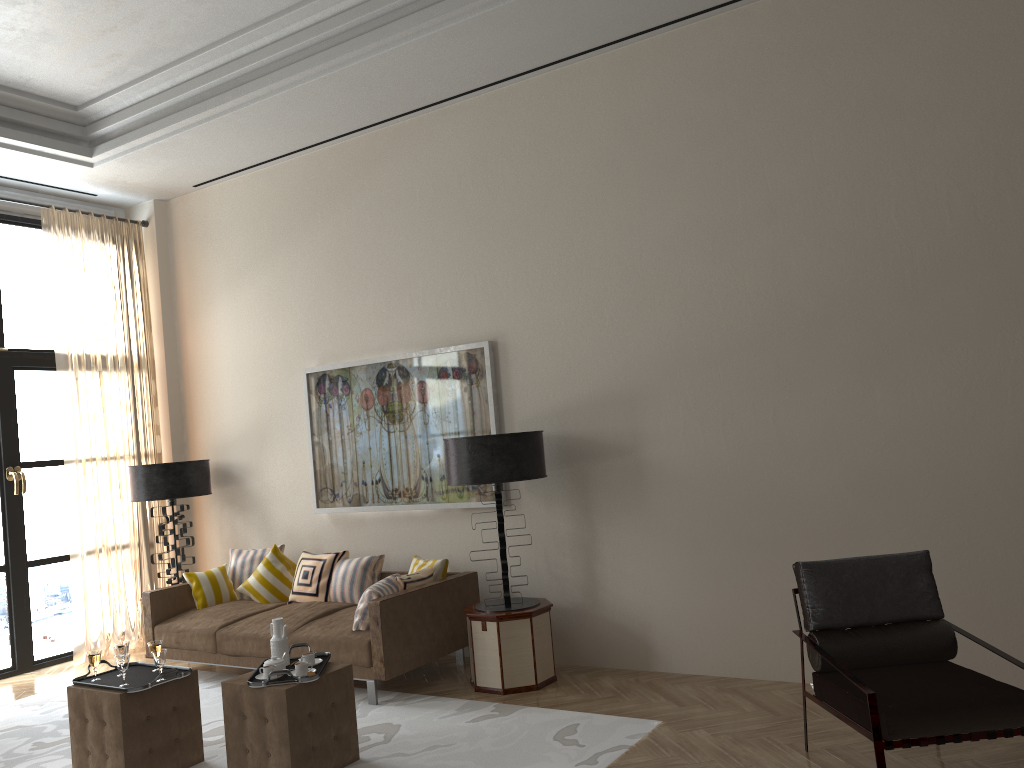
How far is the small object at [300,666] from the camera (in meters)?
5.44

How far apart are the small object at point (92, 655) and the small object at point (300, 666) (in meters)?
1.40

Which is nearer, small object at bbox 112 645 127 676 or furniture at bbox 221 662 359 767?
furniture at bbox 221 662 359 767

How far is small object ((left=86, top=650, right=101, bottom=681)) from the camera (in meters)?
5.79

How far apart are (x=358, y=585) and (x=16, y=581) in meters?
3.8 m

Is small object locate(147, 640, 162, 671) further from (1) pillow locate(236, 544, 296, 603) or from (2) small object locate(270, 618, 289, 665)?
(1) pillow locate(236, 544, 296, 603)

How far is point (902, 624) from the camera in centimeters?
497cm

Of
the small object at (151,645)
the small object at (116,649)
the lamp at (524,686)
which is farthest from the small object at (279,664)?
the lamp at (524,686)

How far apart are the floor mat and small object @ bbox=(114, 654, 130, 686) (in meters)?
0.84

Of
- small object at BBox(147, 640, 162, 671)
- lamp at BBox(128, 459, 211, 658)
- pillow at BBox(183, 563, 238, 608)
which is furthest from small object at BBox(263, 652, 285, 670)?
lamp at BBox(128, 459, 211, 658)
